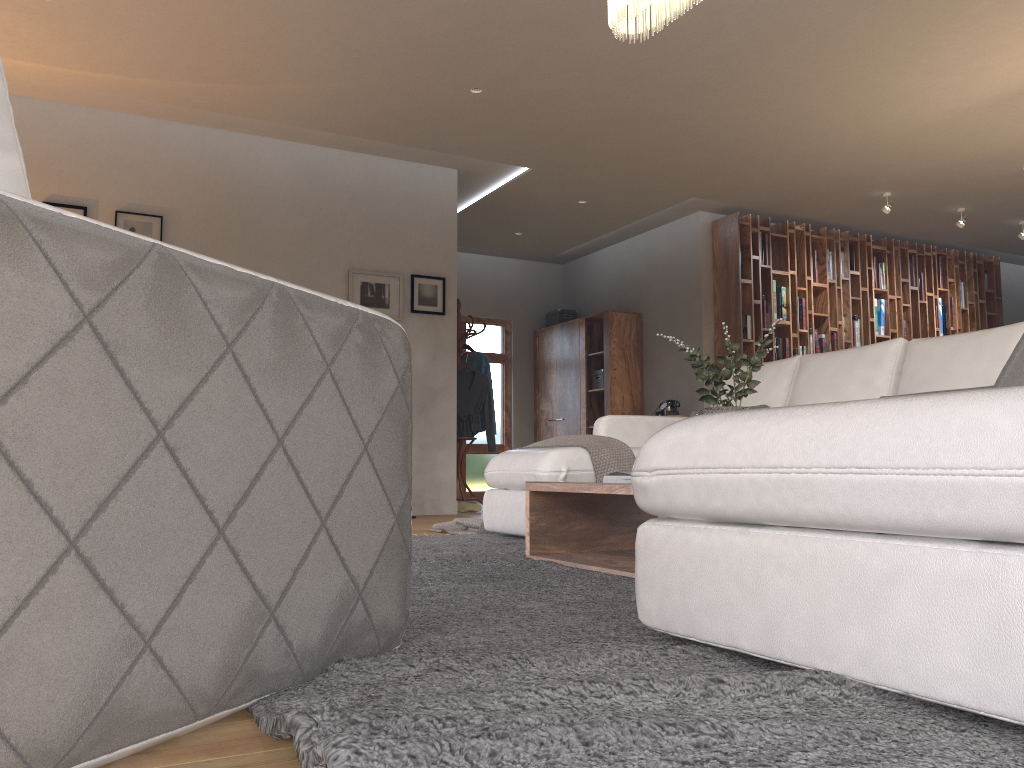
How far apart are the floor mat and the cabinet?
4.7 meters

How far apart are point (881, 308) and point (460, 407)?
4.5 meters

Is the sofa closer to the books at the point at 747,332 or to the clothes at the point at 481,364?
the clothes at the point at 481,364

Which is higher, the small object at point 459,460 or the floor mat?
the small object at point 459,460

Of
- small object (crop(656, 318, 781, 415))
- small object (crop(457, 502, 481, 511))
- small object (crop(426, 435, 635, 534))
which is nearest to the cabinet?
small object (crop(457, 502, 481, 511))

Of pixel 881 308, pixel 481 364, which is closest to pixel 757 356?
pixel 481 364

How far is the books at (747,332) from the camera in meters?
8.1

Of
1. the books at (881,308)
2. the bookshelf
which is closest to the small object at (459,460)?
the bookshelf

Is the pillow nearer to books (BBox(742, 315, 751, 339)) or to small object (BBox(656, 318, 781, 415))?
small object (BBox(656, 318, 781, 415))

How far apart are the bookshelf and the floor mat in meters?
4.2 m
